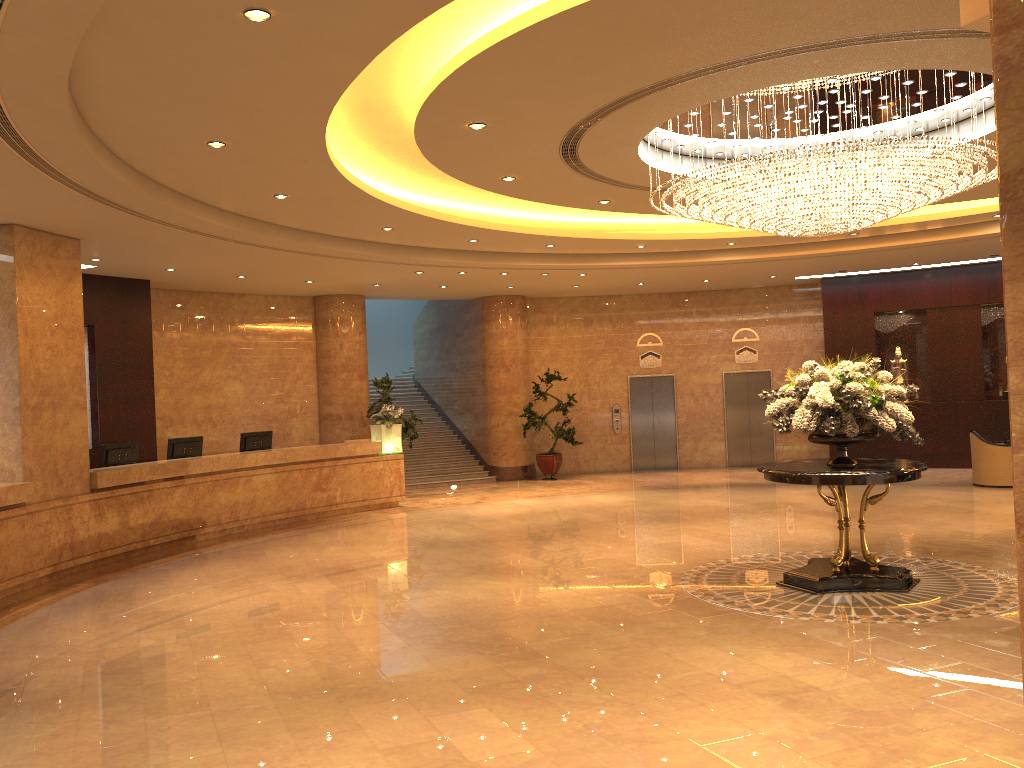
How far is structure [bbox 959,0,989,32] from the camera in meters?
4.5

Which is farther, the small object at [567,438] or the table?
the small object at [567,438]

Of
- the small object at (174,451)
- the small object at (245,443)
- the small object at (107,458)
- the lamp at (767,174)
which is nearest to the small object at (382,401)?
the small object at (245,443)

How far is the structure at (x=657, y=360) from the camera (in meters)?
20.01

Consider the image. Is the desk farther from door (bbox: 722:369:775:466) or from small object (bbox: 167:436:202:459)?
door (bbox: 722:369:775:466)

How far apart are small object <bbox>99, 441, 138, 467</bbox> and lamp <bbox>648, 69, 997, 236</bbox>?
7.87m

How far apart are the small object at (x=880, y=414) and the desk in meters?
7.7

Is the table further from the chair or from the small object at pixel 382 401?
the small object at pixel 382 401

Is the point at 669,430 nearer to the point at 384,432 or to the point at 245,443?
the point at 384,432

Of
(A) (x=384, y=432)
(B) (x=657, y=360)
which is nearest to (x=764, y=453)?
(B) (x=657, y=360)
